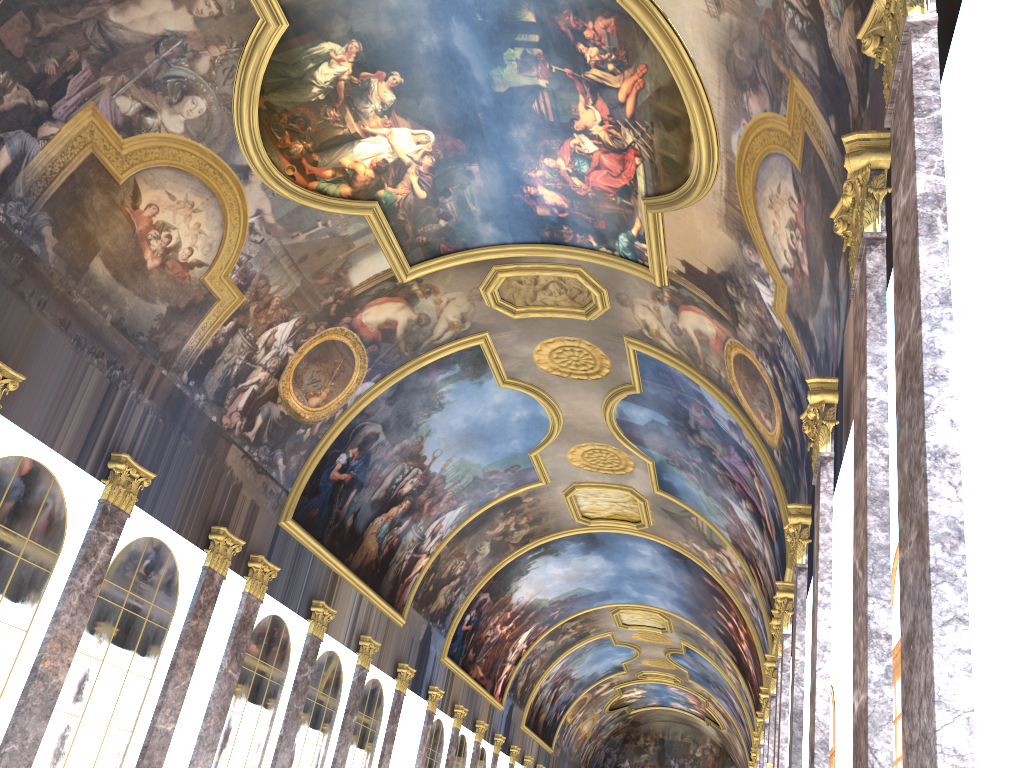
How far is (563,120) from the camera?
15.61m
